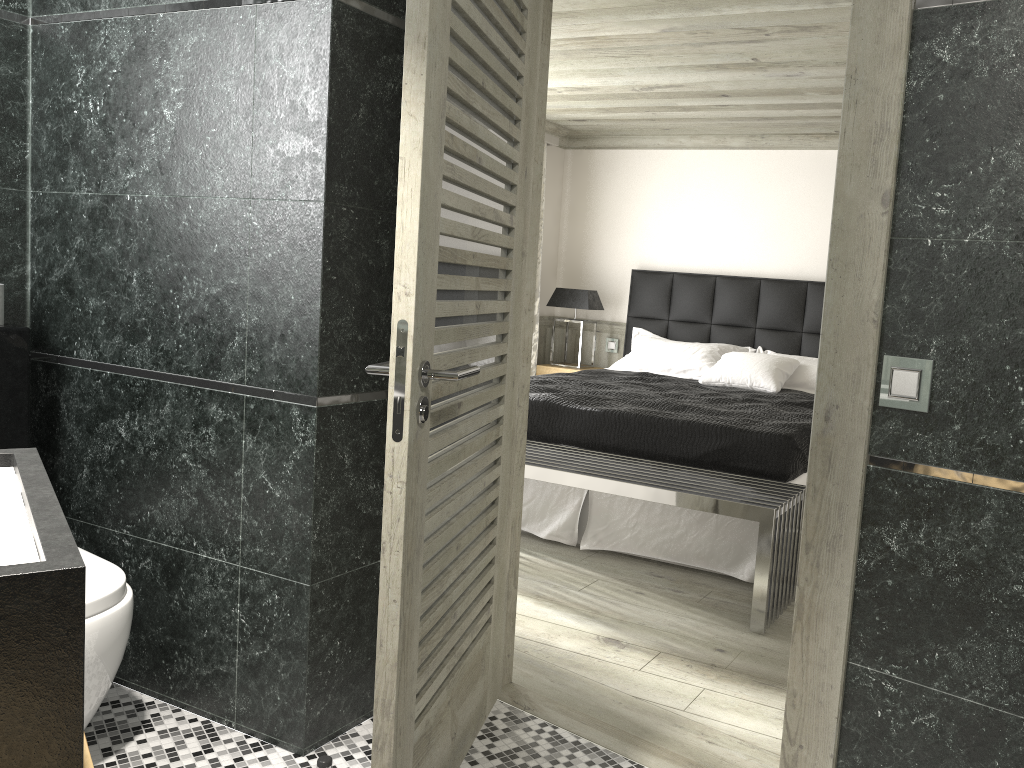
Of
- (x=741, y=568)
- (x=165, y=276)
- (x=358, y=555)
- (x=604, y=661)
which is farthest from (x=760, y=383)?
(x=165, y=276)

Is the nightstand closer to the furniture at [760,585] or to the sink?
the furniture at [760,585]

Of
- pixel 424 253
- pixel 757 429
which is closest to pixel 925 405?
pixel 424 253

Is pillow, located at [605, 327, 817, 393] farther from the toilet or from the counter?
the counter

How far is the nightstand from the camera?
7.7m

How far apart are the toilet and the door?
0.92m

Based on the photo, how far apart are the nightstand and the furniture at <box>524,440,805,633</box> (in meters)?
2.82

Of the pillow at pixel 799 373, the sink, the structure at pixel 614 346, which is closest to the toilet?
the sink

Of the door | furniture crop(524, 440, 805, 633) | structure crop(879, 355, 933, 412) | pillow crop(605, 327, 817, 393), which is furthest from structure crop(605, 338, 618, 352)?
structure crop(879, 355, 933, 412)

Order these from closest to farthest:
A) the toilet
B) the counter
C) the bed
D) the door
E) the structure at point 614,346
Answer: the counter
the door
the toilet
the bed
the structure at point 614,346
